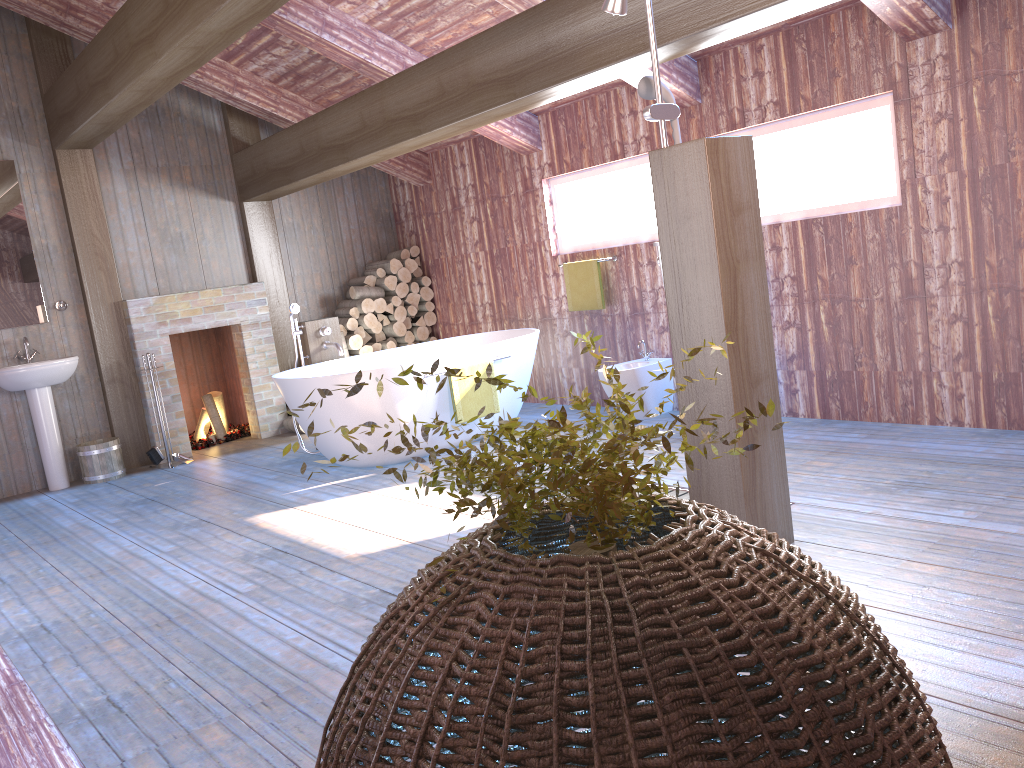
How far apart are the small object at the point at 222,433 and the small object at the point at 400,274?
1.96m

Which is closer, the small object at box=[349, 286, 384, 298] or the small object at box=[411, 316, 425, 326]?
the small object at box=[349, 286, 384, 298]

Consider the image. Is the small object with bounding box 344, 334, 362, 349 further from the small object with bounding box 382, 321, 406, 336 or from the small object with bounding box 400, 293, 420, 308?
the small object with bounding box 400, 293, 420, 308

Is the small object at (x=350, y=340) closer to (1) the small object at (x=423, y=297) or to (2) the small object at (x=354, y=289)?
(2) the small object at (x=354, y=289)

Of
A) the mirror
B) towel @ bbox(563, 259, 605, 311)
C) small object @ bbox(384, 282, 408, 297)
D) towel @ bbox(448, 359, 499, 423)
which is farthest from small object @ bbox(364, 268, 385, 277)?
the mirror

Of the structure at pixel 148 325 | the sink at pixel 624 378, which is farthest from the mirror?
the sink at pixel 624 378

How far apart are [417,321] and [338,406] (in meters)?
2.81

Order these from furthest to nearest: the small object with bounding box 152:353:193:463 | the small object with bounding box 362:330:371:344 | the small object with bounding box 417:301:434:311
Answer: the small object with bounding box 417:301:434:311
the small object with bounding box 362:330:371:344
the small object with bounding box 152:353:193:463

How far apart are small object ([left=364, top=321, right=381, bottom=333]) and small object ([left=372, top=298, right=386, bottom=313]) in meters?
0.2

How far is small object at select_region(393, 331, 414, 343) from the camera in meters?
8.1
